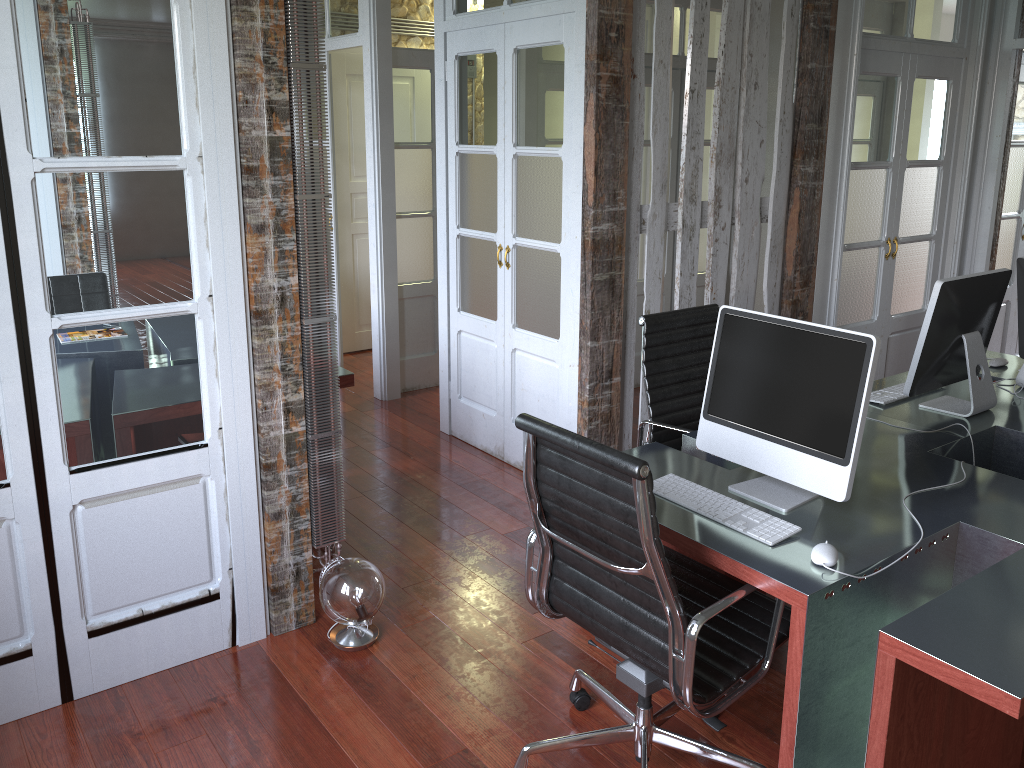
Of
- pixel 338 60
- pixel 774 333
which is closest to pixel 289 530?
pixel 774 333

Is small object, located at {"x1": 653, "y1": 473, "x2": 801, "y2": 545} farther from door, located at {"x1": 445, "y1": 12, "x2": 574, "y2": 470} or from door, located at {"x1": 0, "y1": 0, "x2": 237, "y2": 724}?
door, located at {"x1": 445, "y1": 12, "x2": 574, "y2": 470}

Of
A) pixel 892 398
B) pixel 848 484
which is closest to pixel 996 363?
pixel 892 398

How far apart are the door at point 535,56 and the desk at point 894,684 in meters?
1.3

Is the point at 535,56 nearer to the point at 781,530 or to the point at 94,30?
the point at 94,30

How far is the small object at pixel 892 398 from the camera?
3.2m

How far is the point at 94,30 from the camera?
2.4m

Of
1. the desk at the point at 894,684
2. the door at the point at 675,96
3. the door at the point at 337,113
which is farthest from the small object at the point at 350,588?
the door at the point at 337,113

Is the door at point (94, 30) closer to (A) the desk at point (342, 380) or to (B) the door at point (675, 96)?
(A) the desk at point (342, 380)

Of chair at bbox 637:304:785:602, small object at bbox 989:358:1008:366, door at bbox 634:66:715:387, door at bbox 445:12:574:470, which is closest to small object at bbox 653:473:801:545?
chair at bbox 637:304:785:602
